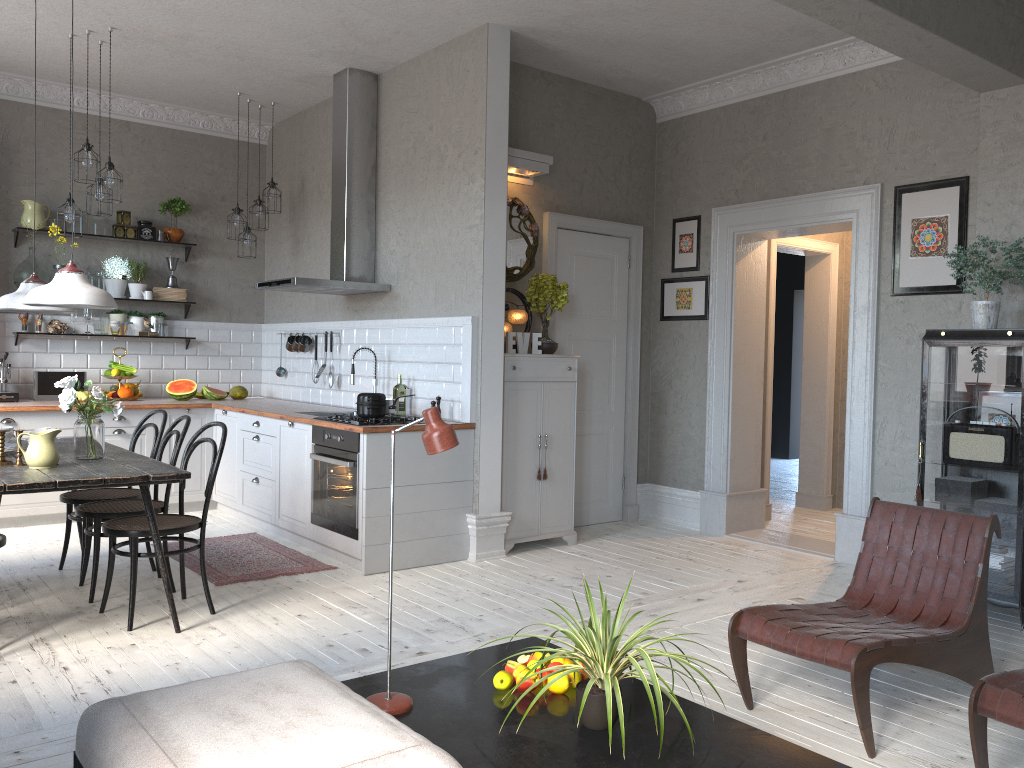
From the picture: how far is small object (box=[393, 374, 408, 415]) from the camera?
6.0m

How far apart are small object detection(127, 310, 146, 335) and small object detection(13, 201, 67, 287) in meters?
0.7

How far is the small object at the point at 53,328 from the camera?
6.98m

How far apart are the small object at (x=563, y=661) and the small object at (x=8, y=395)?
5.5m

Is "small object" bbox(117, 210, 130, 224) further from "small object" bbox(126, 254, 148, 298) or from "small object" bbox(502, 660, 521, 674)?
"small object" bbox(502, 660, 521, 674)

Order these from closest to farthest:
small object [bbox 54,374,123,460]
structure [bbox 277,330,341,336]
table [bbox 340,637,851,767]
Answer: table [bbox 340,637,851,767], small object [bbox 54,374,123,460], structure [bbox 277,330,341,336]

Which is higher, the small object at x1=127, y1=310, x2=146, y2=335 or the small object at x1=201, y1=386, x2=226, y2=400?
the small object at x1=127, y1=310, x2=146, y2=335

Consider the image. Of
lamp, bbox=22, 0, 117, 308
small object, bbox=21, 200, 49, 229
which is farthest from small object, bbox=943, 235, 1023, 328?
small object, bbox=21, 200, 49, 229

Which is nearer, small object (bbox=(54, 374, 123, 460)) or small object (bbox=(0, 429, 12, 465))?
small object (bbox=(0, 429, 12, 465))

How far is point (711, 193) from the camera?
6.53m
